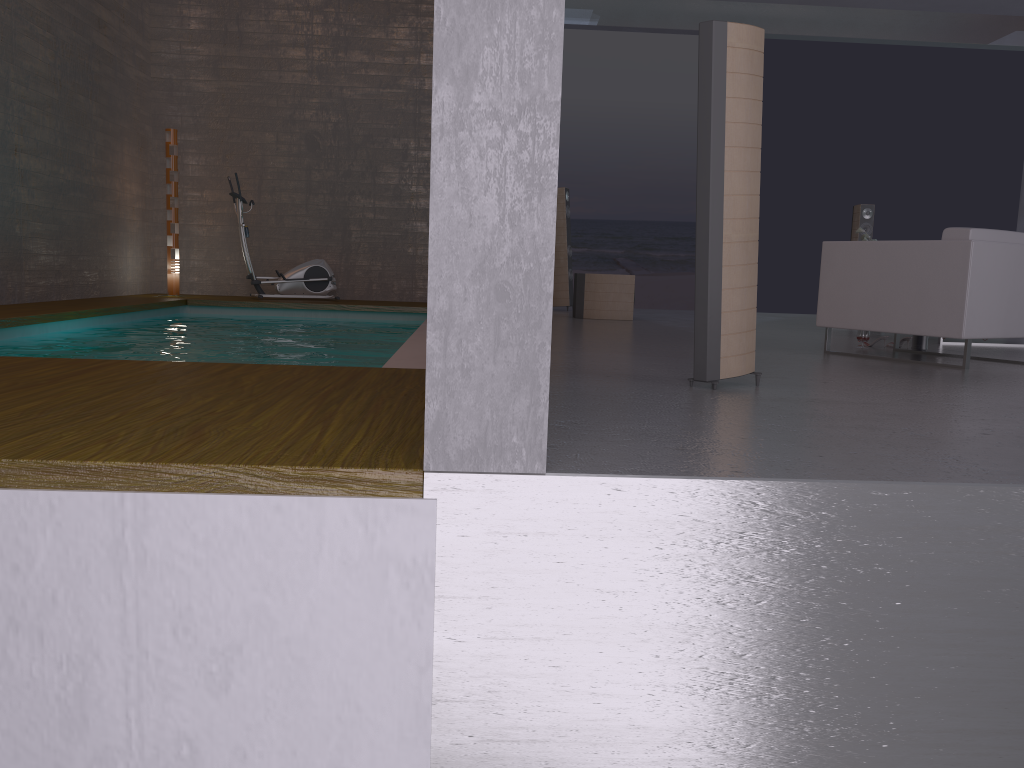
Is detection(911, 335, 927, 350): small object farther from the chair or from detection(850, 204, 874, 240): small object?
detection(850, 204, 874, 240): small object

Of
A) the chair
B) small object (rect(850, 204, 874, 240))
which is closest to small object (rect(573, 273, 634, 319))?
small object (rect(850, 204, 874, 240))

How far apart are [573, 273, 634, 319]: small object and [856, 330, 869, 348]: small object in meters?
3.0

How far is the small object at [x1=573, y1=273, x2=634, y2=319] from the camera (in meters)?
8.97

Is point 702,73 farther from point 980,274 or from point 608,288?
point 608,288

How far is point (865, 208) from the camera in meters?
10.2

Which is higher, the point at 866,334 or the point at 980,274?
the point at 980,274

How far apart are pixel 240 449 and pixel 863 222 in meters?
9.6 m

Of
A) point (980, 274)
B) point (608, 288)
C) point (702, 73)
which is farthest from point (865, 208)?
point (702, 73)

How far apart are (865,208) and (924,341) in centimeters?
450cm
